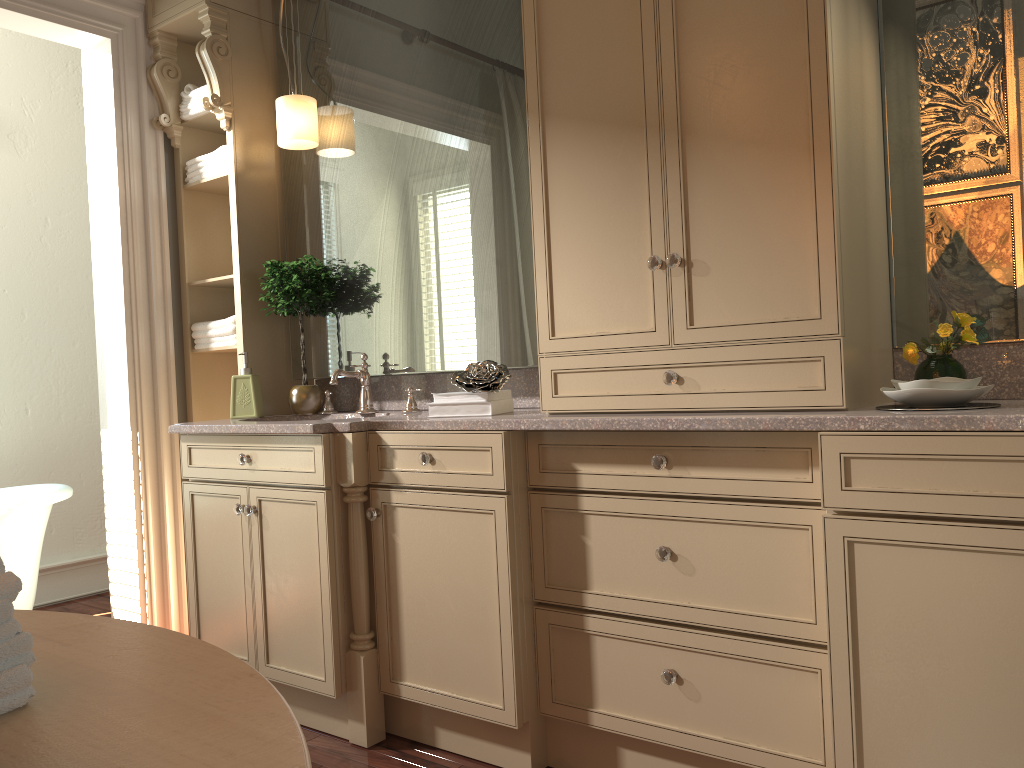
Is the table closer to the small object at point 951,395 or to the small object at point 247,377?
the small object at point 951,395

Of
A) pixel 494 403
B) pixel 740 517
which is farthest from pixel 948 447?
pixel 494 403

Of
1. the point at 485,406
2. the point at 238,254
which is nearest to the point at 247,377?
the point at 238,254

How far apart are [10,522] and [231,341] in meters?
1.1

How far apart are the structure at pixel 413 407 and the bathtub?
1.2 meters

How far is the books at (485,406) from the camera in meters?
2.4

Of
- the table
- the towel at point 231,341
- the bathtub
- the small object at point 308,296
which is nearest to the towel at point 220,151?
the small object at point 308,296

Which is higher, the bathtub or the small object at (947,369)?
the small object at (947,369)

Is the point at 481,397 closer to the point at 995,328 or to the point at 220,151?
the point at 995,328

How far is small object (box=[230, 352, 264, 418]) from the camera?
3.1 meters
